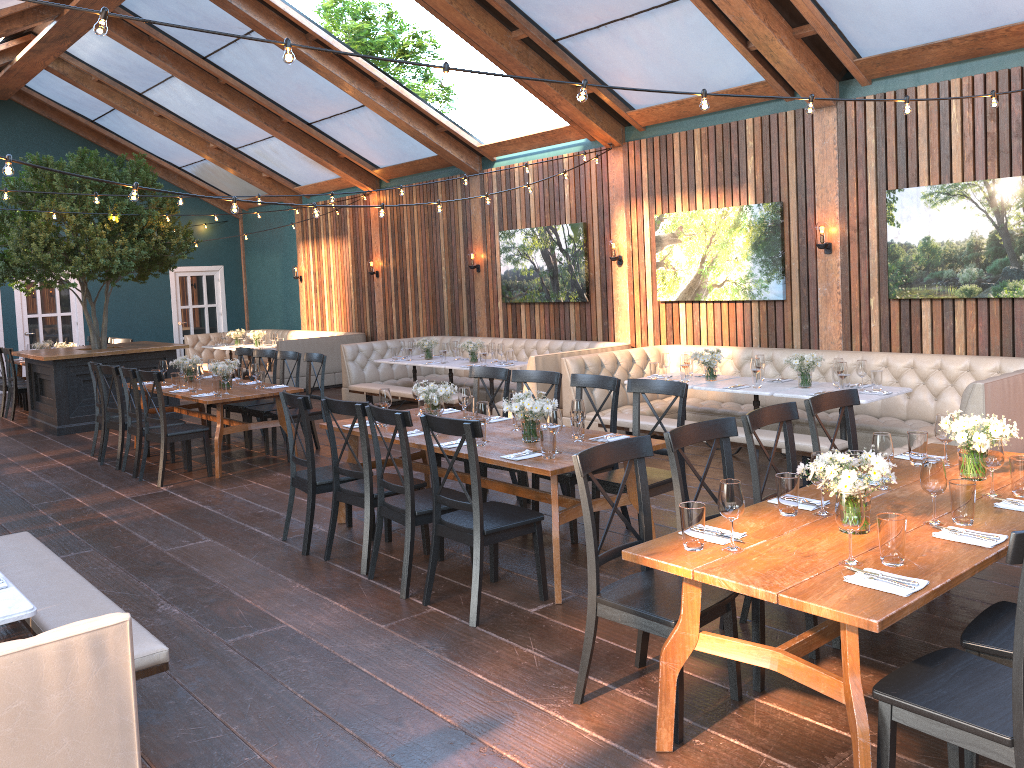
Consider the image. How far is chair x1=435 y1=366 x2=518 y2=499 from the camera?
6.75m

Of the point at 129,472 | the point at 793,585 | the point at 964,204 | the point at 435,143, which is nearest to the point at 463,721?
the point at 793,585

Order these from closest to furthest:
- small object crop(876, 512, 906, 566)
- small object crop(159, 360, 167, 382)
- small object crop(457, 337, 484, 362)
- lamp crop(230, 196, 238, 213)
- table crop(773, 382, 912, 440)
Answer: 1. small object crop(876, 512, 906, 566)
2. lamp crop(230, 196, 238, 213)
3. table crop(773, 382, 912, 440)
4. small object crop(159, 360, 167, 382)
5. small object crop(457, 337, 484, 362)

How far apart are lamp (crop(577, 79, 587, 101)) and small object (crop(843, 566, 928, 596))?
2.8m

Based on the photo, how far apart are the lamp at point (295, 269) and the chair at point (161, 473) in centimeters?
877cm

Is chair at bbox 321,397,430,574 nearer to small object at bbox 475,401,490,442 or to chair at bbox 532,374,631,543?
small object at bbox 475,401,490,442

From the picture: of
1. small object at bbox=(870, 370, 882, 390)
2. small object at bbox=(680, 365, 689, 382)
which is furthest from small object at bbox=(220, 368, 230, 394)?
small object at bbox=(870, 370, 882, 390)

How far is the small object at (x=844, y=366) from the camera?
7.0 meters

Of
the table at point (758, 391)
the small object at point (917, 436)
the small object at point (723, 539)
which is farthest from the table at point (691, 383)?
the small object at point (723, 539)

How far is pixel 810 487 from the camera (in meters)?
3.94
